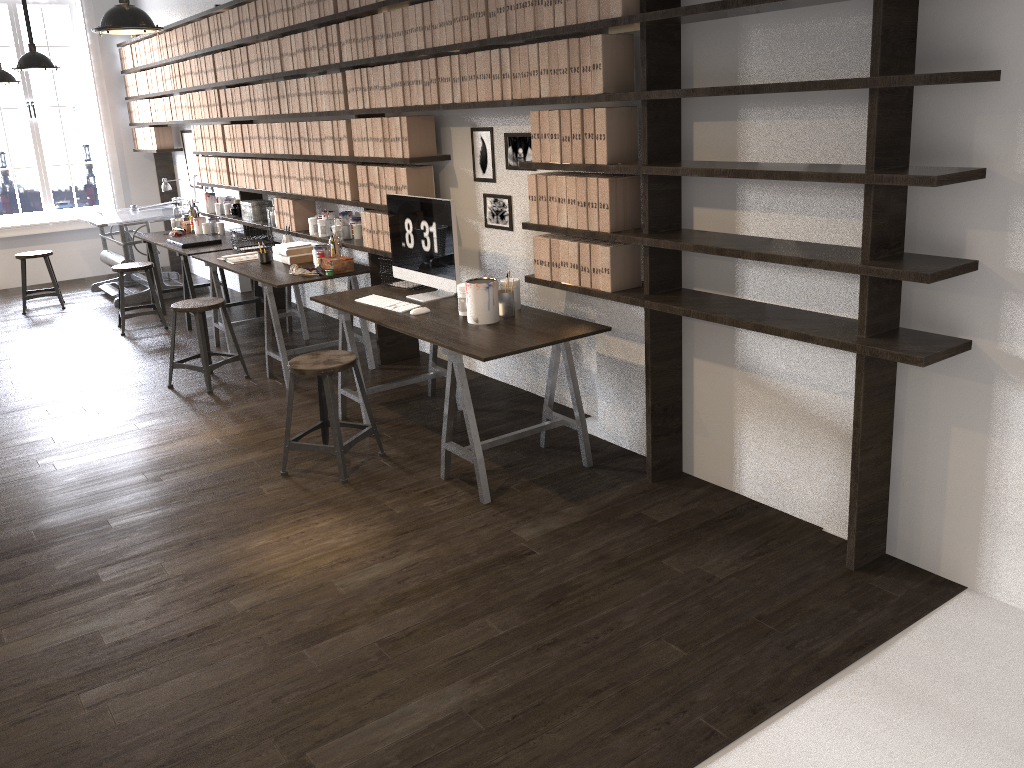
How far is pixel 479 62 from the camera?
4.05m

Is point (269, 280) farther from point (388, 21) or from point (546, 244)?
point (546, 244)

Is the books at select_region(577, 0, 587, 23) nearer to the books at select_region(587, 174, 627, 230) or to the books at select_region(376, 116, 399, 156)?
the books at select_region(587, 174, 627, 230)

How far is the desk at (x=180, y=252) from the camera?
6.61m

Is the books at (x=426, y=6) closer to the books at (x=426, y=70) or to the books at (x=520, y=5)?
the books at (x=426, y=70)

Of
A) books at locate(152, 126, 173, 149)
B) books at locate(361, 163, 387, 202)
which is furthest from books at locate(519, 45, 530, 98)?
books at locate(152, 126, 173, 149)

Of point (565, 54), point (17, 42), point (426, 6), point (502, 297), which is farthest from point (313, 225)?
point (17, 42)

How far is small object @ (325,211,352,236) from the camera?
5.96m

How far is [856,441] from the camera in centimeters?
292cm

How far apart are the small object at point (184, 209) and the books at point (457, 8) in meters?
4.5
